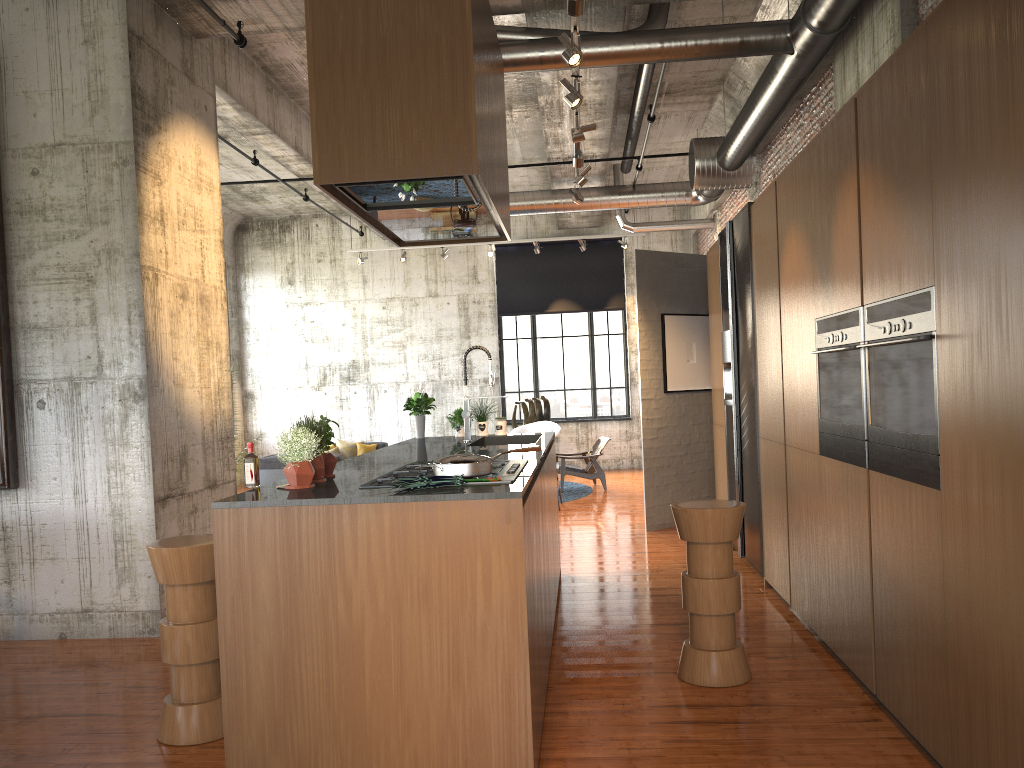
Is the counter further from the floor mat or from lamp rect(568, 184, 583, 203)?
the floor mat

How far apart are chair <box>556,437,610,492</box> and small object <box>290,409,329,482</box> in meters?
9.7

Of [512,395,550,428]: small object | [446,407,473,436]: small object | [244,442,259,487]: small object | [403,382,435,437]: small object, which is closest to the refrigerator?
[446,407,473,436]: small object

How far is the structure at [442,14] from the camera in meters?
3.5 m

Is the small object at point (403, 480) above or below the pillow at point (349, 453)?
above

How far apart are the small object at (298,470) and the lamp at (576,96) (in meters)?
3.44

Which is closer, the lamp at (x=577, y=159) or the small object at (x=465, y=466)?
the small object at (x=465, y=466)

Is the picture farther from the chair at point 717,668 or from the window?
the window

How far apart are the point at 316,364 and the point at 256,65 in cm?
856

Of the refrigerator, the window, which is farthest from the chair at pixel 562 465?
the refrigerator
